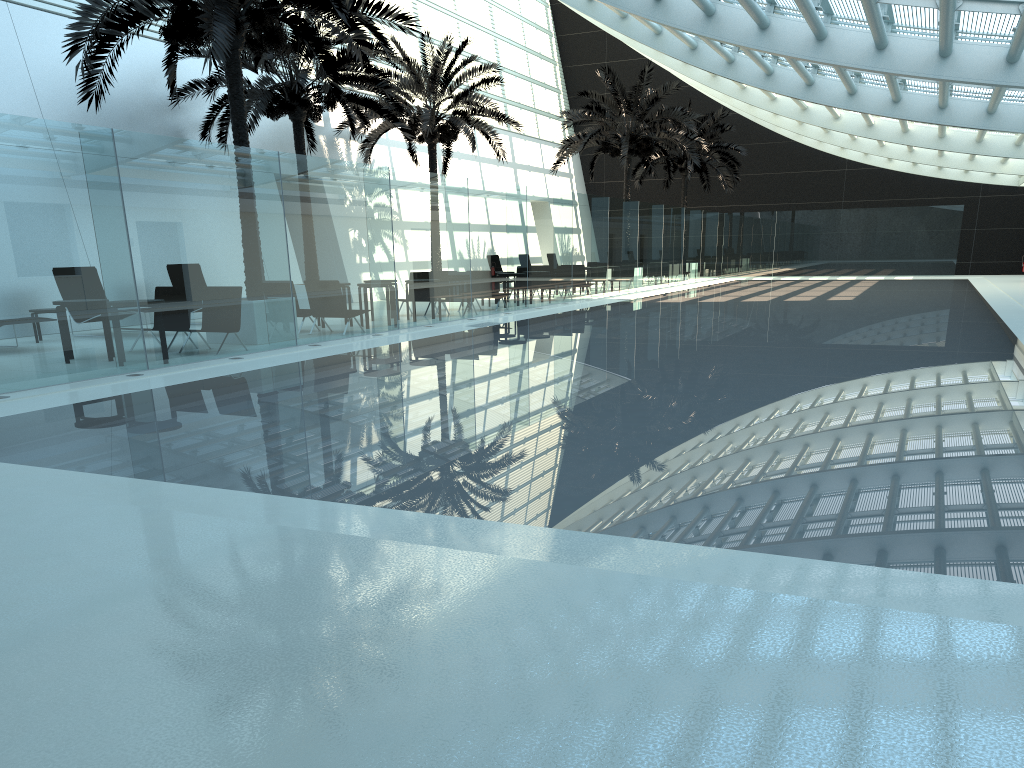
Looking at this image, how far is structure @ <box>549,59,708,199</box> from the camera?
28.95m

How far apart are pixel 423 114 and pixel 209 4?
11.78m

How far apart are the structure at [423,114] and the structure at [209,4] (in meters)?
7.44

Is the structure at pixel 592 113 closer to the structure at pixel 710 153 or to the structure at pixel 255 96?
the structure at pixel 710 153

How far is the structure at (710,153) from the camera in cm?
3600

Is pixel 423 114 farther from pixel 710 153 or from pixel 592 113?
pixel 710 153

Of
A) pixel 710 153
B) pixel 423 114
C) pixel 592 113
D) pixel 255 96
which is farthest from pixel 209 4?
pixel 710 153

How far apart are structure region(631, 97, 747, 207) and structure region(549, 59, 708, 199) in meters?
4.3

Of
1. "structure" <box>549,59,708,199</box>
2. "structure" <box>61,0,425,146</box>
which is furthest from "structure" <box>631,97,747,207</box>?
"structure" <box>61,0,425,146</box>

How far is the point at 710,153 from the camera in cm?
3600
